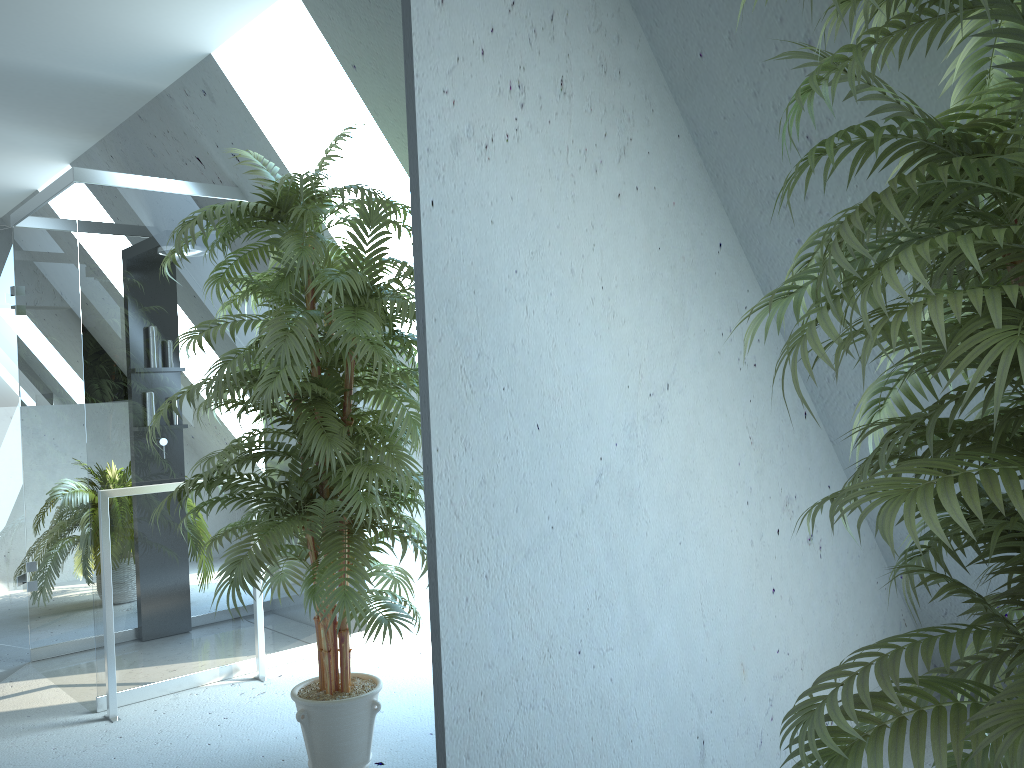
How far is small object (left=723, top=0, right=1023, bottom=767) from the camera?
1.0 meters

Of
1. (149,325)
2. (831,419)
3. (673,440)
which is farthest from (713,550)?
(149,325)

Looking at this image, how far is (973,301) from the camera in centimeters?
99cm

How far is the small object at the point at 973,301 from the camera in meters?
1.0
